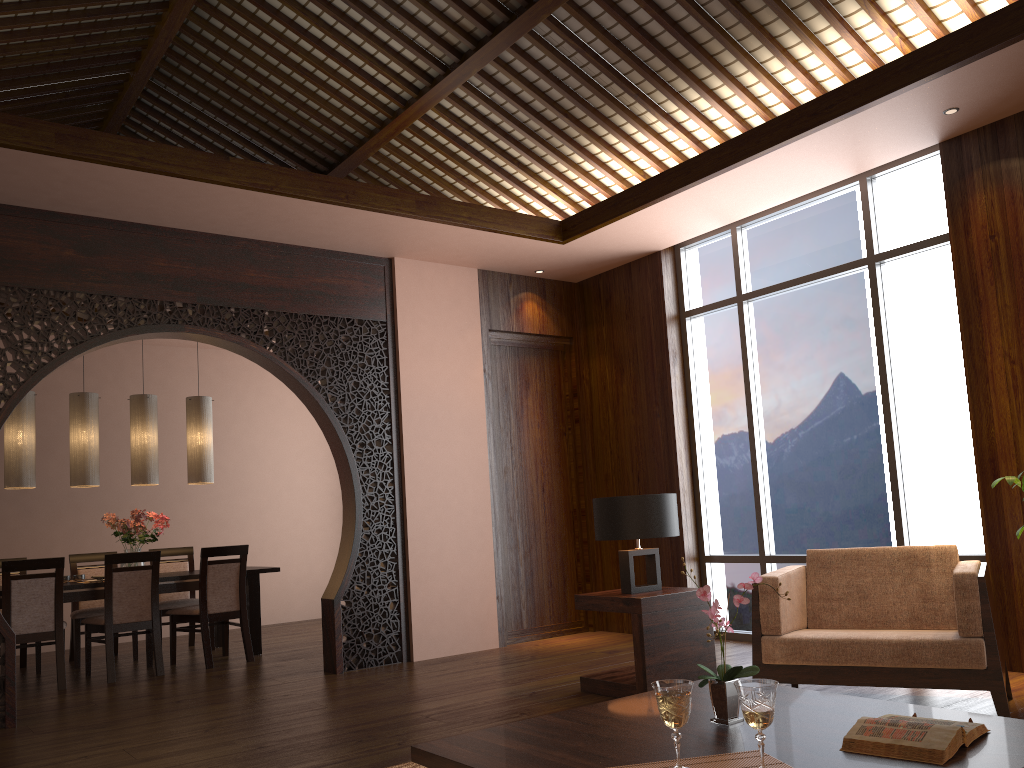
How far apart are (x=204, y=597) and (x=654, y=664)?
3.5m

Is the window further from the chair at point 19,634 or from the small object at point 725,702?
the chair at point 19,634

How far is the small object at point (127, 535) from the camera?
6.6m

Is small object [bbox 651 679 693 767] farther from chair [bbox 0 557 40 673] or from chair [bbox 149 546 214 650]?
chair [bbox 0 557 40 673]

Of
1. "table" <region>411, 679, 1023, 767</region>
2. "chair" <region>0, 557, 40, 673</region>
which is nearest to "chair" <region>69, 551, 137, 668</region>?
"chair" <region>0, 557, 40, 673</region>

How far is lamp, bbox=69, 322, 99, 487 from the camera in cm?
651

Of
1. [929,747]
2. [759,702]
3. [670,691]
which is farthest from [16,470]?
[929,747]

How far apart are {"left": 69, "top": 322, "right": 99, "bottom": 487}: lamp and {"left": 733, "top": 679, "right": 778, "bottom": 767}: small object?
5.85m

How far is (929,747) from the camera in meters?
1.9 m

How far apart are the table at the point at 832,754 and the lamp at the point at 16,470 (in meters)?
5.15
